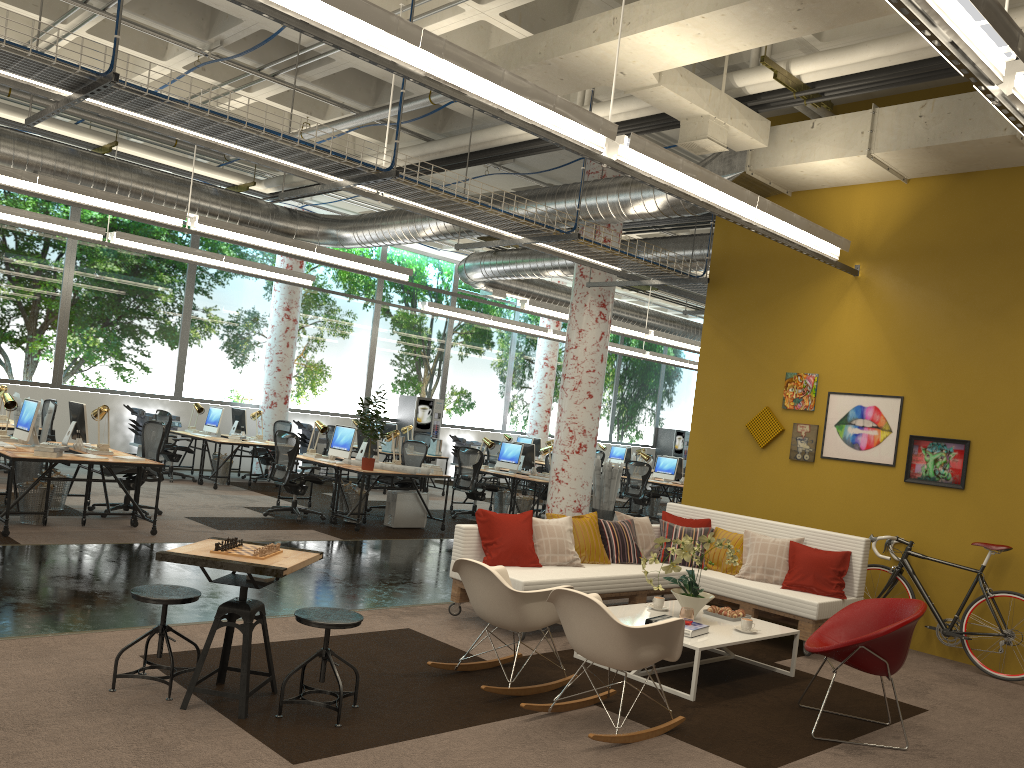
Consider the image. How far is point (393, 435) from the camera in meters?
11.8

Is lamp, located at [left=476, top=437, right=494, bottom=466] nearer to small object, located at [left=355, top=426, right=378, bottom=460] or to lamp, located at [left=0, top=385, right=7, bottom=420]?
small object, located at [left=355, top=426, right=378, bottom=460]

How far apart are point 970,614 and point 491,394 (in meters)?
14.65

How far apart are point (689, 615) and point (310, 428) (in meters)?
12.50

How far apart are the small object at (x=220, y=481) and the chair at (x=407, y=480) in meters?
3.1

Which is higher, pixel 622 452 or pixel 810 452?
pixel 810 452

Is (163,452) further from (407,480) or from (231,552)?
(231,552)

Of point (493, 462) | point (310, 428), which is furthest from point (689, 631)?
point (493, 462)

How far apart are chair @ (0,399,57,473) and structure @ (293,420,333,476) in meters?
→ 5.1 m

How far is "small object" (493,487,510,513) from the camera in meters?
14.4 m
